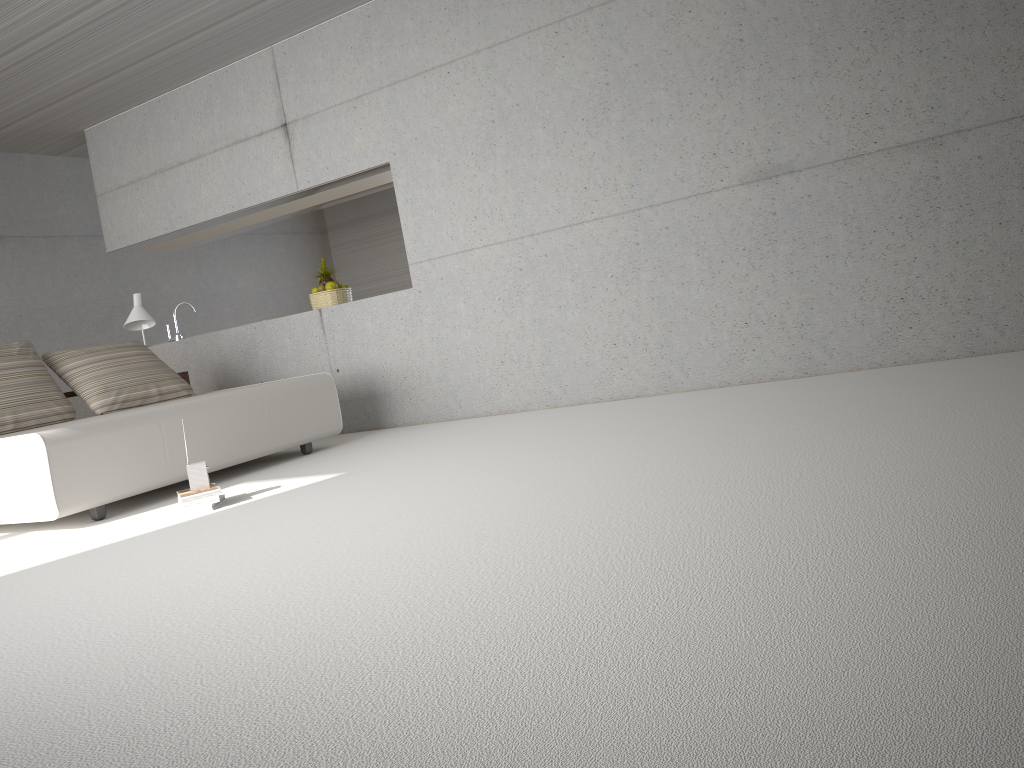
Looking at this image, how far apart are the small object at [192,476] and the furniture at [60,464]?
0.6m

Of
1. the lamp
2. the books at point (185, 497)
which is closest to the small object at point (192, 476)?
the books at point (185, 497)

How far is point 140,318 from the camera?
6.9 meters

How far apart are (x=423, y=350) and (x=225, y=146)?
2.53m

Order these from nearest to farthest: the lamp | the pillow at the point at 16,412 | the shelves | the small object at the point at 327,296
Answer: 1. the pillow at the point at 16,412
2. the shelves
3. the lamp
4. the small object at the point at 327,296

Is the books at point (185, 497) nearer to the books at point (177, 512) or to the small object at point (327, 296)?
the books at point (177, 512)

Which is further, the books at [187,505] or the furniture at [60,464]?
the furniture at [60,464]

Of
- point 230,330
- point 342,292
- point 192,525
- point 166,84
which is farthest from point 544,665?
point 166,84

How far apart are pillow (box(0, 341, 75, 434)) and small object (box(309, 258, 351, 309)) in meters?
2.1 m

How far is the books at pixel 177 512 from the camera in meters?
4.3 m
